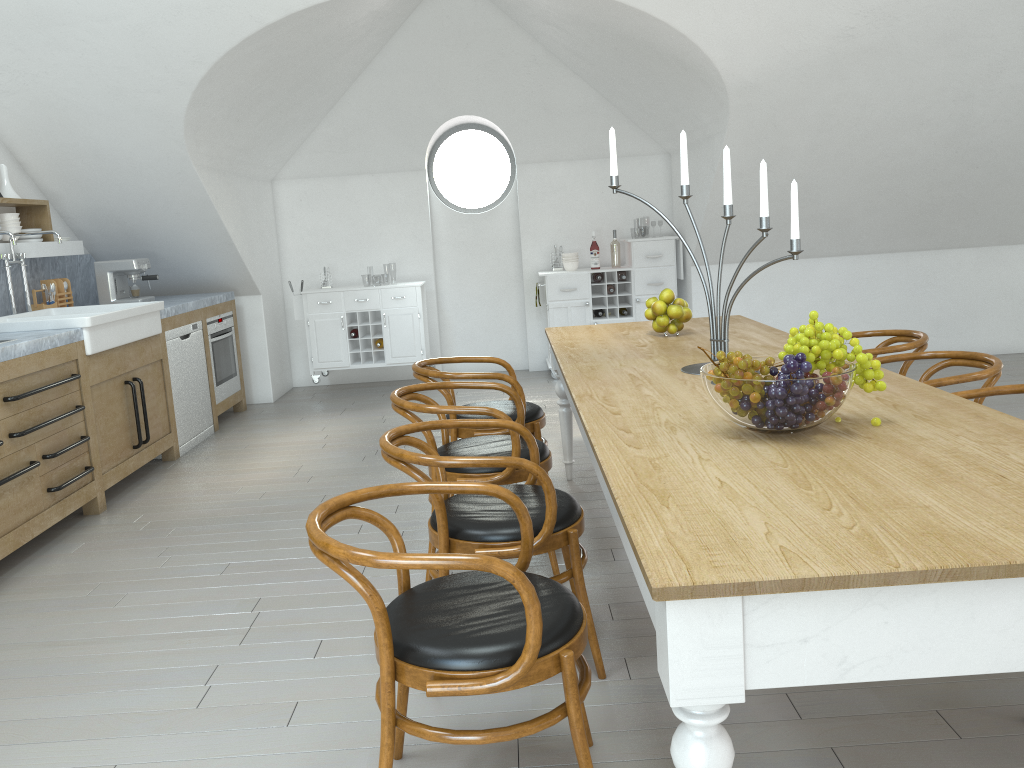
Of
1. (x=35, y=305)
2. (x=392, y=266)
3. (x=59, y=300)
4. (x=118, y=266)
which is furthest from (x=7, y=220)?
(x=392, y=266)

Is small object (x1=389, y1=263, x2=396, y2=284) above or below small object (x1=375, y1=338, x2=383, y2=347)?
below

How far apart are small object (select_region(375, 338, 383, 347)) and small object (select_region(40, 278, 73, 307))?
2.4 meters

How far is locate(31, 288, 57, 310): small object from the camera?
5.6 meters

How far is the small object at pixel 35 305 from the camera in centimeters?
557cm

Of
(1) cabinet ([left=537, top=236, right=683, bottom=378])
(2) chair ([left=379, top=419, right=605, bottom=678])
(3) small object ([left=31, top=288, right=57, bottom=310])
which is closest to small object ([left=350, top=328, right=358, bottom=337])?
(1) cabinet ([left=537, top=236, right=683, bottom=378])

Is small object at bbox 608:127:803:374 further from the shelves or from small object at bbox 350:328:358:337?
small object at bbox 350:328:358:337

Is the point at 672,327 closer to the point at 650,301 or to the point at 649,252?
the point at 650,301

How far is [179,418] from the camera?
5.8m

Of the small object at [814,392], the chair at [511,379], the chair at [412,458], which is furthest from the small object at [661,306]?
the small object at [814,392]
